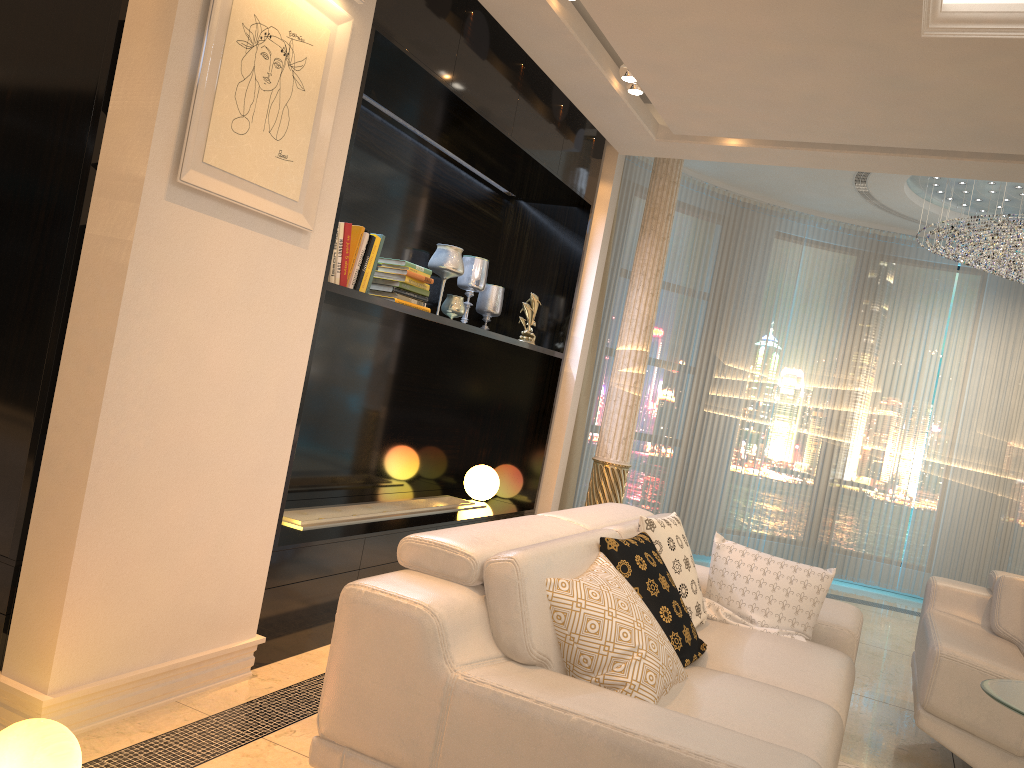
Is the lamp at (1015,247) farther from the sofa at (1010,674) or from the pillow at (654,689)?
the pillow at (654,689)

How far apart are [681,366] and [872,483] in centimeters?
199cm

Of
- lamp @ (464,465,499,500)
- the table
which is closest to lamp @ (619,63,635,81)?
lamp @ (464,465,499,500)

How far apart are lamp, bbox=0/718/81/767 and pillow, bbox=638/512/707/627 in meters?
1.9 m

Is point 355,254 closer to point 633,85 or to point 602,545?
point 602,545

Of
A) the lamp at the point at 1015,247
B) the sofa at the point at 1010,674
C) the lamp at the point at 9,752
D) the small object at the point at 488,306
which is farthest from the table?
the lamp at the point at 1015,247

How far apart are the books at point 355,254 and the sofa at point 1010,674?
2.6m

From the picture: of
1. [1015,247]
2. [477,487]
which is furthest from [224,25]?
[1015,247]

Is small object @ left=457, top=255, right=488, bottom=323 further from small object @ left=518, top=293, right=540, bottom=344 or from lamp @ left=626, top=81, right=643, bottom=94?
lamp @ left=626, top=81, right=643, bottom=94

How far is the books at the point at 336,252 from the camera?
3.32m
